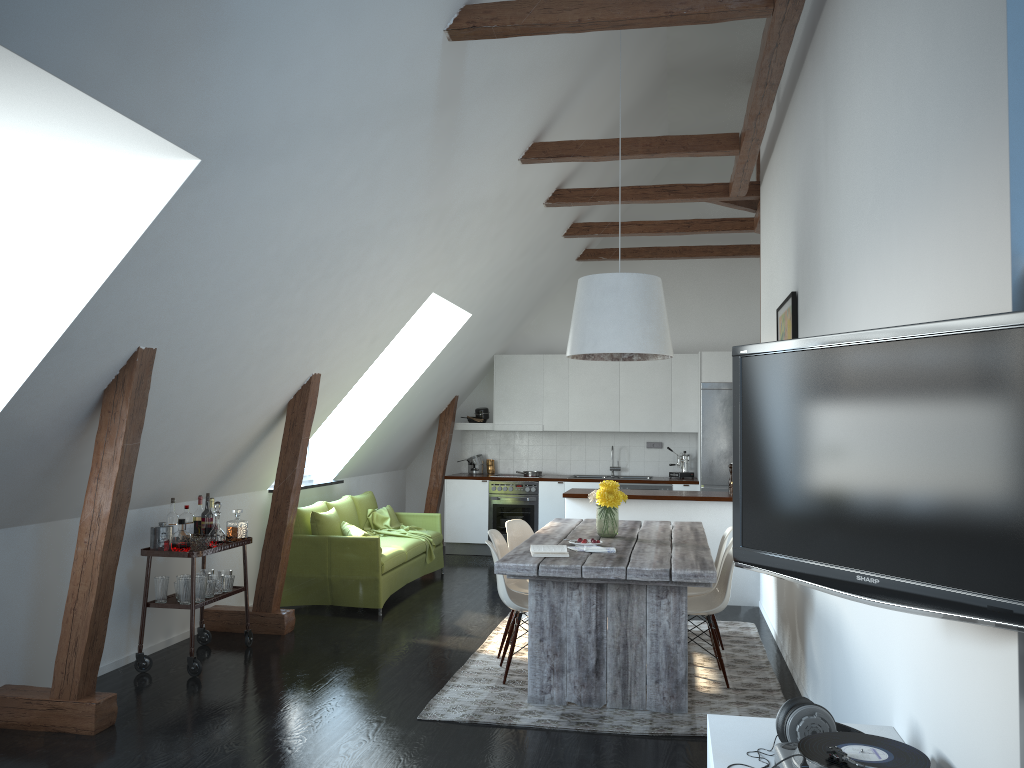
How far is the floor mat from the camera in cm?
447

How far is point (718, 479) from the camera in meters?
9.8

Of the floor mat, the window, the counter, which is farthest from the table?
the window

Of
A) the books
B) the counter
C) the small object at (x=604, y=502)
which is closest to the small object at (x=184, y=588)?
the books

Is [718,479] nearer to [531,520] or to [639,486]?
[639,486]

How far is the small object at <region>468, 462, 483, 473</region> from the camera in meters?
10.8

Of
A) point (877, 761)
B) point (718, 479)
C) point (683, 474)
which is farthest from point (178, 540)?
point (683, 474)

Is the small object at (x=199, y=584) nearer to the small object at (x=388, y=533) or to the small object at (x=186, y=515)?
the small object at (x=186, y=515)

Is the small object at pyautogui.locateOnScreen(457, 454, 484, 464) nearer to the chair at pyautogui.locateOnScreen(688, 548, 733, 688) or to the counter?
the counter

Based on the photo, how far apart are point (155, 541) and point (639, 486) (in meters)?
5.85
